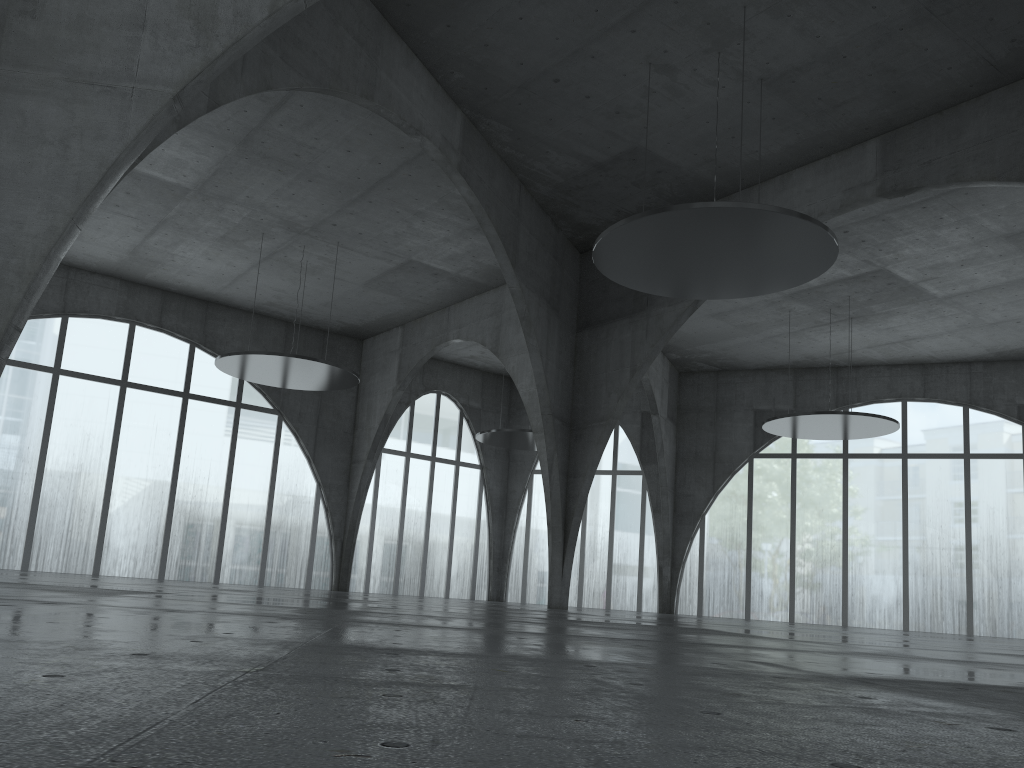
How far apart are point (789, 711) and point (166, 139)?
27.0 meters
